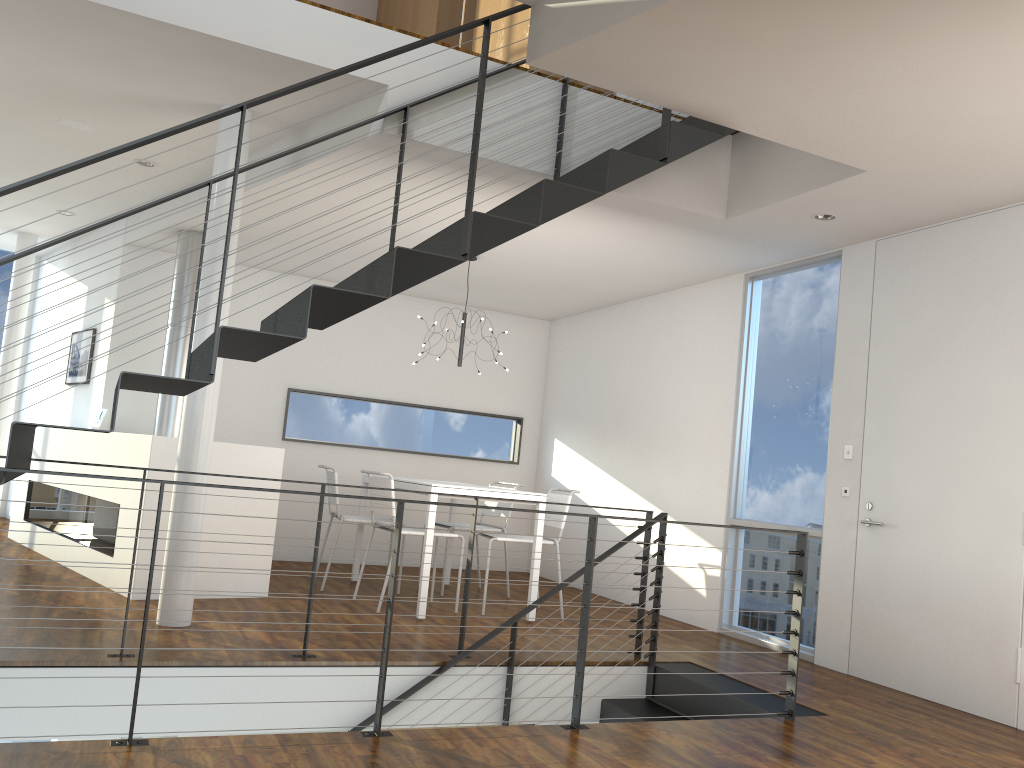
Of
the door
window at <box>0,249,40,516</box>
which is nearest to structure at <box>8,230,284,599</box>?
window at <box>0,249,40,516</box>

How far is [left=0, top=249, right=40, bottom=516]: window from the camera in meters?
8.1

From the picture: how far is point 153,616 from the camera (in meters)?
4.12

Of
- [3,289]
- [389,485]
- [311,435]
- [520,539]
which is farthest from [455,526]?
[3,289]

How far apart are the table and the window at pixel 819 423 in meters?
1.2 m

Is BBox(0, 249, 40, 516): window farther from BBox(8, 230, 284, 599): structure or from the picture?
BBox(8, 230, 284, 599): structure

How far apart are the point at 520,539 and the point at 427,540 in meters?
0.7 m

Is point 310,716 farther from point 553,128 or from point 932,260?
point 932,260

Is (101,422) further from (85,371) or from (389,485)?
(389,485)

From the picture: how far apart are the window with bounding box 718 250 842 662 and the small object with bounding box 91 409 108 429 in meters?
4.1 m
